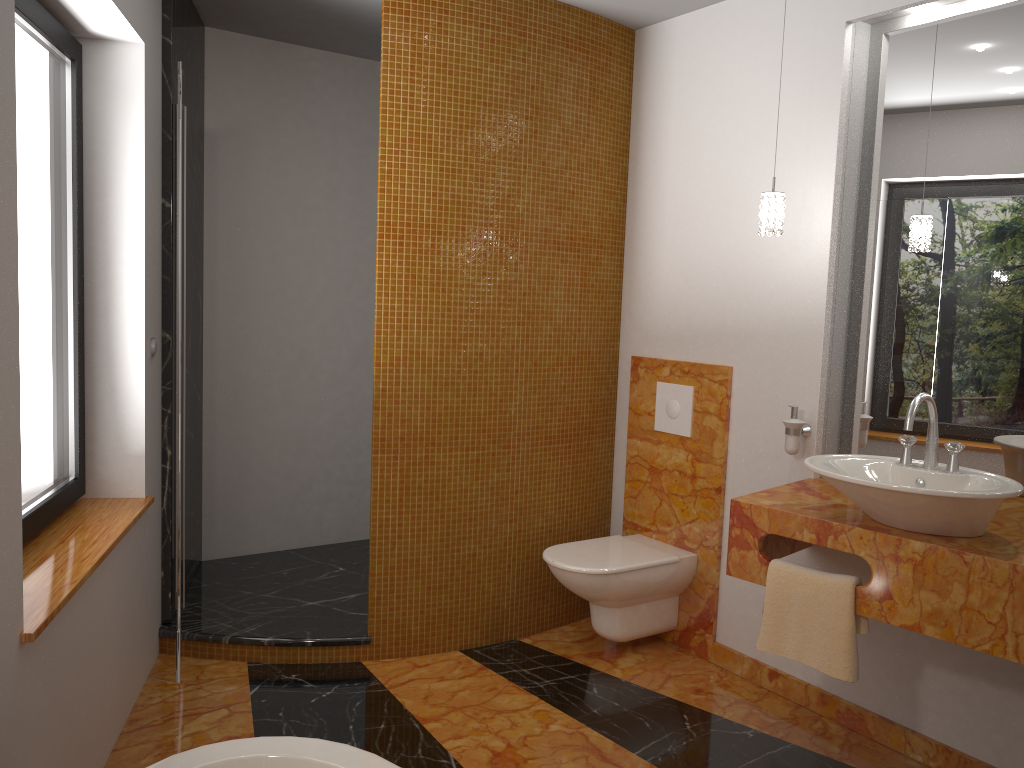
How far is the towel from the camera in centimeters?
238cm

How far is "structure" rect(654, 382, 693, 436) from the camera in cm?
348

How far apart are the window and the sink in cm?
→ 211

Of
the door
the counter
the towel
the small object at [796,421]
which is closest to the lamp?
the small object at [796,421]

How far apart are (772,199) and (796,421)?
0.75m

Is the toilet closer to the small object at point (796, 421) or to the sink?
the small object at point (796, 421)

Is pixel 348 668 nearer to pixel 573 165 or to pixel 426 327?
pixel 426 327

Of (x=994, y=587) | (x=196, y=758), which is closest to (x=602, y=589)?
(x=994, y=587)

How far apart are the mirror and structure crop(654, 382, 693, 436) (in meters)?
0.55

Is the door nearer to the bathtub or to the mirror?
the bathtub
